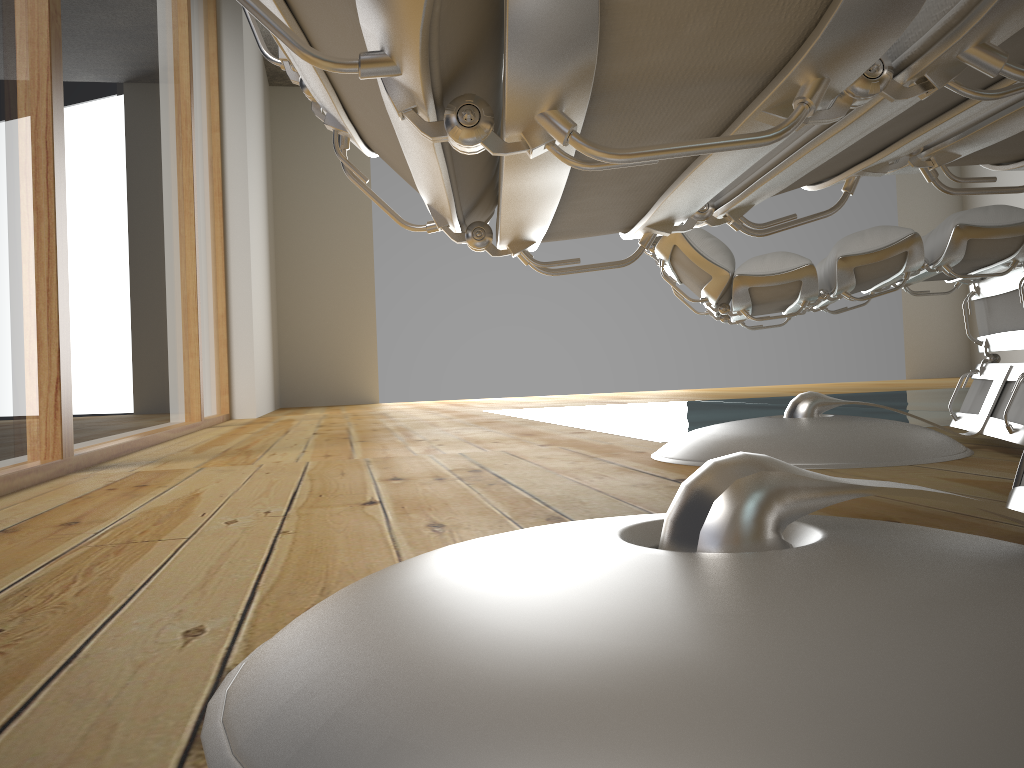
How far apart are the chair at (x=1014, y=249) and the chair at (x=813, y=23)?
Result: 0.6 meters

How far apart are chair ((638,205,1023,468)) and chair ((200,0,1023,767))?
0.6 meters

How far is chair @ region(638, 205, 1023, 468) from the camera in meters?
1.3 m

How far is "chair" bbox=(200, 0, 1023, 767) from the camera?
0.29m

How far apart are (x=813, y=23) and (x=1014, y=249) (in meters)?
1.22

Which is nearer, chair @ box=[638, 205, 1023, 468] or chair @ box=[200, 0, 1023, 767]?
chair @ box=[200, 0, 1023, 767]

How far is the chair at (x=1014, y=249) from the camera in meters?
1.3 m
